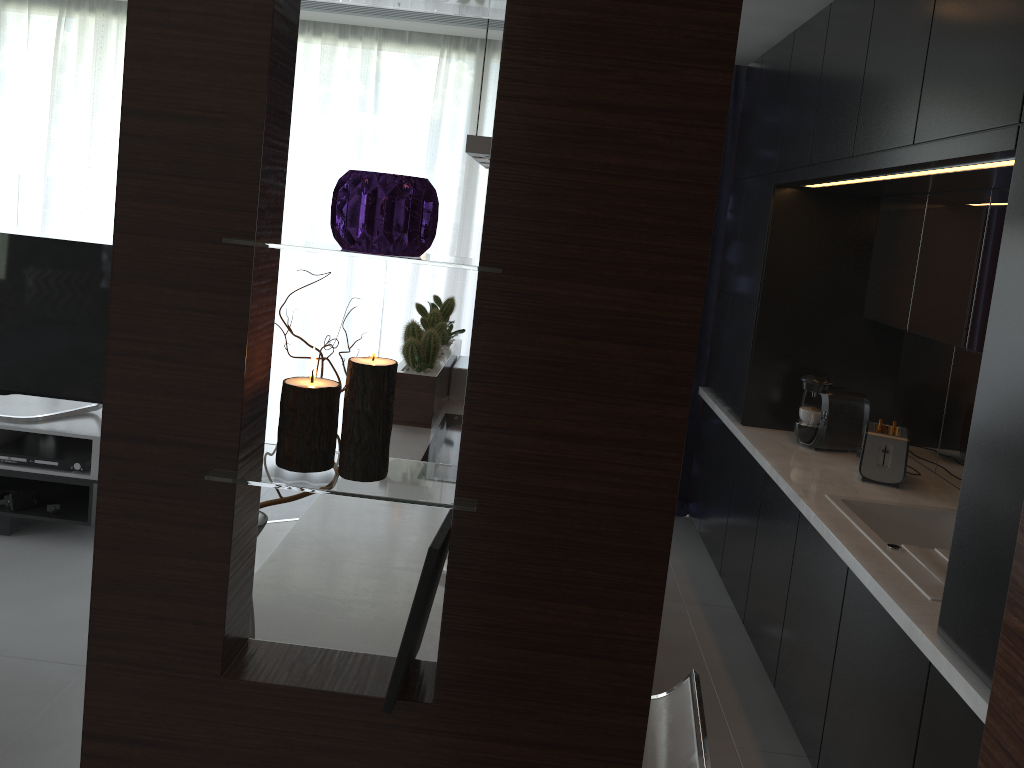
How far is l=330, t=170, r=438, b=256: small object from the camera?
1.0 meters

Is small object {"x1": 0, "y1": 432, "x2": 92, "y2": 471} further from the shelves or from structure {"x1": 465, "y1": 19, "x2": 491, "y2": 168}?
structure {"x1": 465, "y1": 19, "x2": 491, "y2": 168}

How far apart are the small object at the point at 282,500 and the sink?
1.7 meters

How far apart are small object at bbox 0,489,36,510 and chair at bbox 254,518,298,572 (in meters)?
1.84

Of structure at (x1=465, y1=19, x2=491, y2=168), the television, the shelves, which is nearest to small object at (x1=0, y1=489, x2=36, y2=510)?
the shelves

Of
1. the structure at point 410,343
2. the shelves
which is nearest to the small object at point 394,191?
the structure at point 410,343

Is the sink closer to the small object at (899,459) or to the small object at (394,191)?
the small object at (899,459)

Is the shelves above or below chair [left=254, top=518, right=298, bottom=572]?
below

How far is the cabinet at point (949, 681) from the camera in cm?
193

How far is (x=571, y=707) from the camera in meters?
1.2 m
